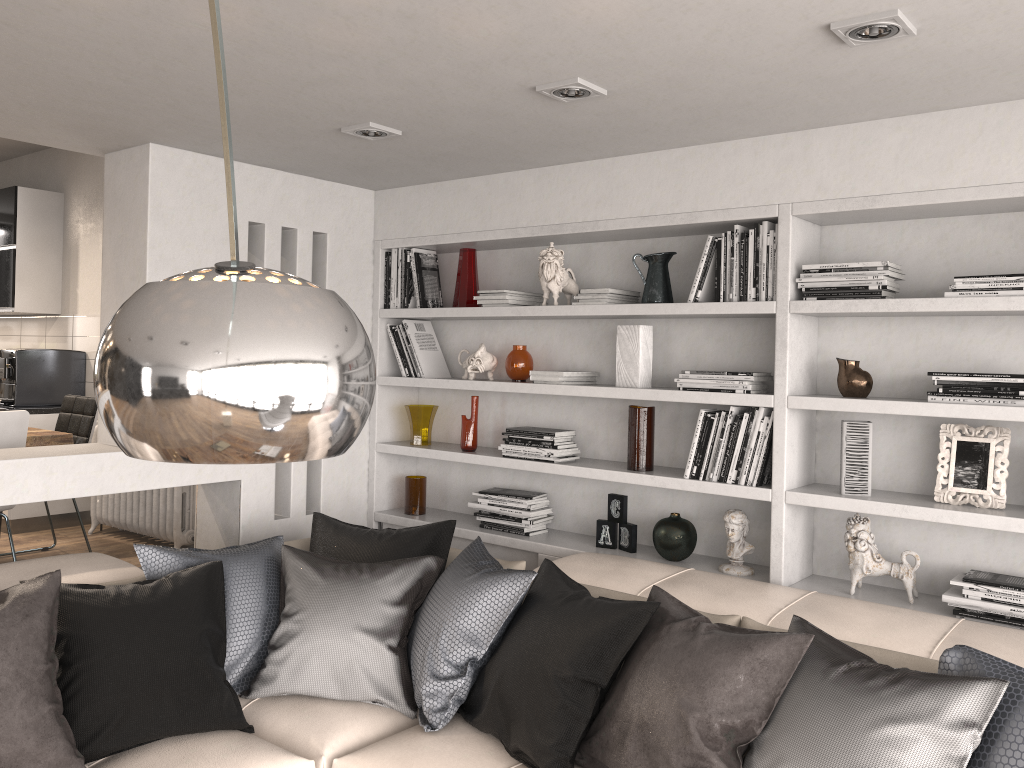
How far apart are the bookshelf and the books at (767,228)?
0.0 meters

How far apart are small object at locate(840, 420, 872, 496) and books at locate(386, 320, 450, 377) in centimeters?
204cm

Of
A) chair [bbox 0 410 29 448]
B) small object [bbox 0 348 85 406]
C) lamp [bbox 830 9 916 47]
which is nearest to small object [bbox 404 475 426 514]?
chair [bbox 0 410 29 448]

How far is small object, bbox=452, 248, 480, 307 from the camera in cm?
423

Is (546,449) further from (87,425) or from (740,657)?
(87,425)

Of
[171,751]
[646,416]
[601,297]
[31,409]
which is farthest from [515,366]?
[31,409]

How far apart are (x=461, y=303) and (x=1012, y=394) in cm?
236

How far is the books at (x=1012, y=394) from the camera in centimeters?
276cm

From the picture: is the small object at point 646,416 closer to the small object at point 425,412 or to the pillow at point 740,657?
the pillow at point 740,657

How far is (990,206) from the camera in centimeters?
288cm
